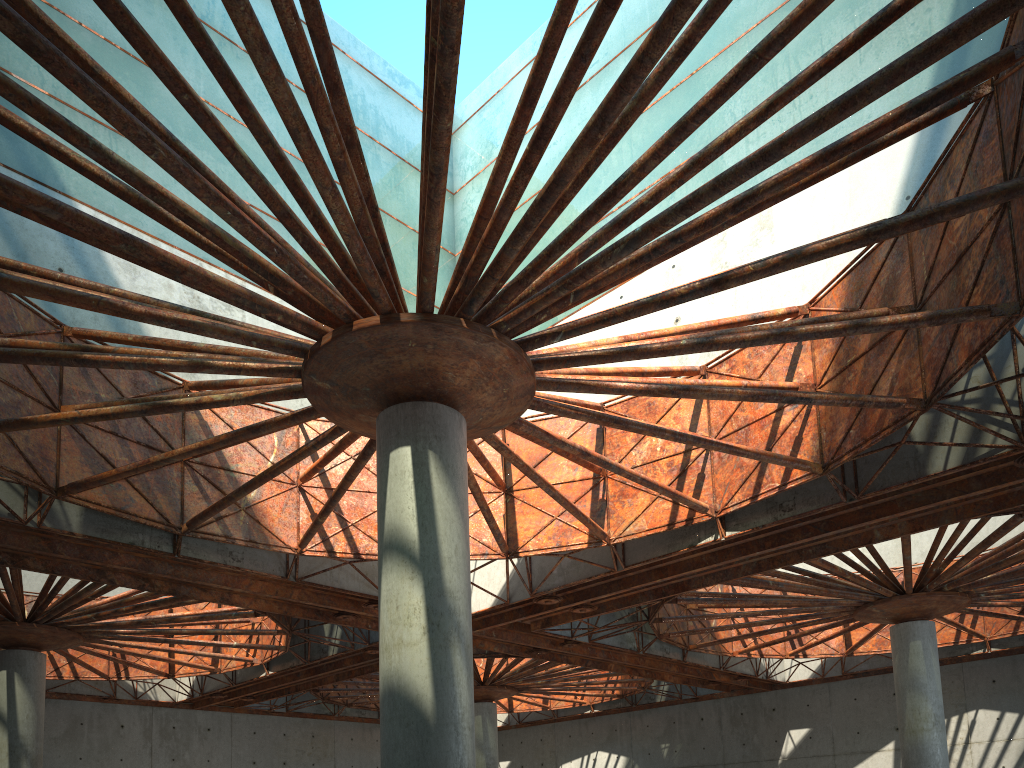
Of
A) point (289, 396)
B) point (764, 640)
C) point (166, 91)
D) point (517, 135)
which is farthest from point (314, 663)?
point (517, 135)
